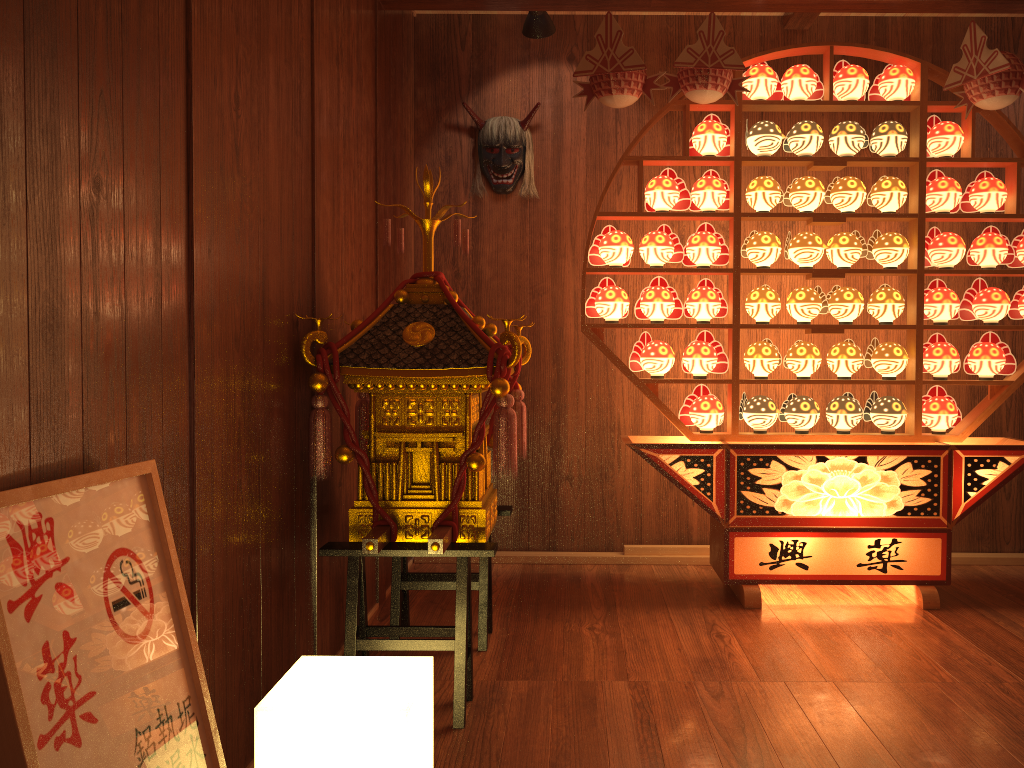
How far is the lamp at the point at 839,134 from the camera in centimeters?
341cm

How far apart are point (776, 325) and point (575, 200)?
1.2 meters

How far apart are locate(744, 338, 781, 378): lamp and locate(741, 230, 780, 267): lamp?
0.31m

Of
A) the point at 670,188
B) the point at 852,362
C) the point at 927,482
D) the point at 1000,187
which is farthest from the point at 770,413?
the point at 1000,187

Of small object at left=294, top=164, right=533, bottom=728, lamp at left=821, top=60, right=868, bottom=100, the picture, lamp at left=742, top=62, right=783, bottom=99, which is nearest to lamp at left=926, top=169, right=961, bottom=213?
lamp at left=821, top=60, right=868, bottom=100

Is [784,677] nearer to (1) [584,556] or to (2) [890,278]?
(1) [584,556]

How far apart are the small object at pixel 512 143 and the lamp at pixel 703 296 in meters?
1.0 m

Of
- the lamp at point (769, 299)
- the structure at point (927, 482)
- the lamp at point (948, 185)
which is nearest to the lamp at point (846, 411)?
the structure at point (927, 482)

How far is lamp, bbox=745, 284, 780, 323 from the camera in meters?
3.4 m

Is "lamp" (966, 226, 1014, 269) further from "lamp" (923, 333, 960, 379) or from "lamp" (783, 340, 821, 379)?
"lamp" (783, 340, 821, 379)
